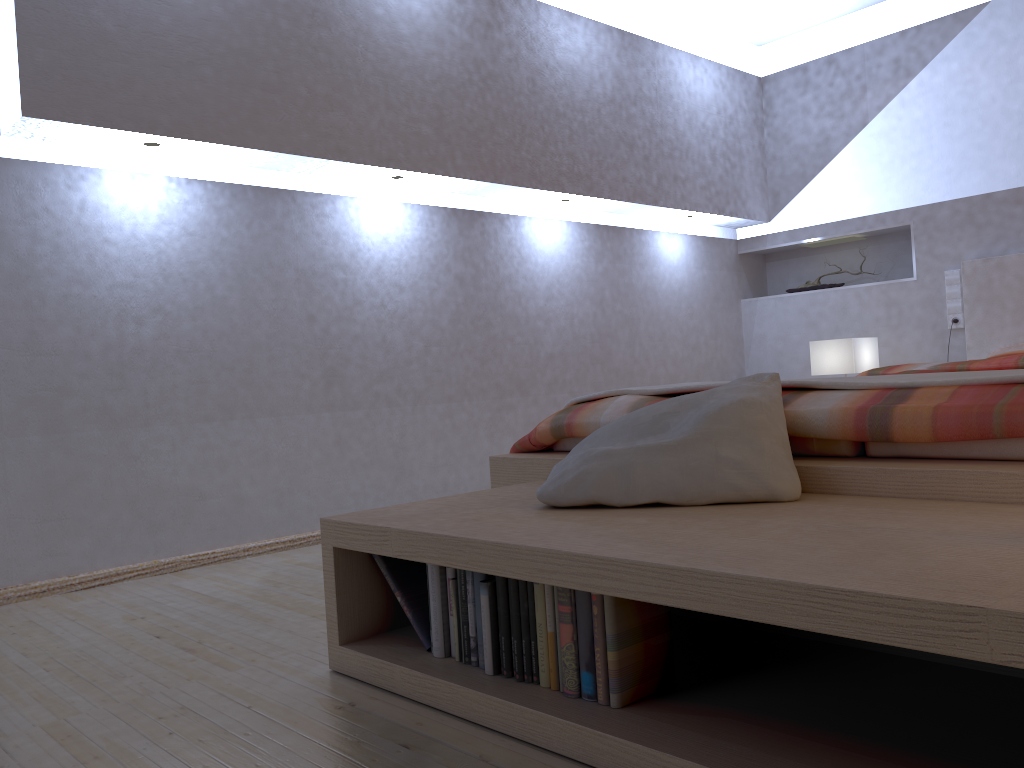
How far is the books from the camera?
1.3m

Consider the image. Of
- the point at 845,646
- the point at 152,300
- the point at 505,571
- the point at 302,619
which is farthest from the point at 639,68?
the point at 505,571

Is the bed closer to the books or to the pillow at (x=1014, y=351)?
the pillow at (x=1014, y=351)

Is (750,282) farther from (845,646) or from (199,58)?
(845,646)

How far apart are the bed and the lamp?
0.4 meters

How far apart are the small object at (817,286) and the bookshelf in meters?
3.4

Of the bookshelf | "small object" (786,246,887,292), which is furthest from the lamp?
A: the bookshelf

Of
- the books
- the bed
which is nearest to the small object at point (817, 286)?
the bed

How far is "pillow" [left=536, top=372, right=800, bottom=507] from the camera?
1.6m

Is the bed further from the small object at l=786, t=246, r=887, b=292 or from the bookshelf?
the small object at l=786, t=246, r=887, b=292
